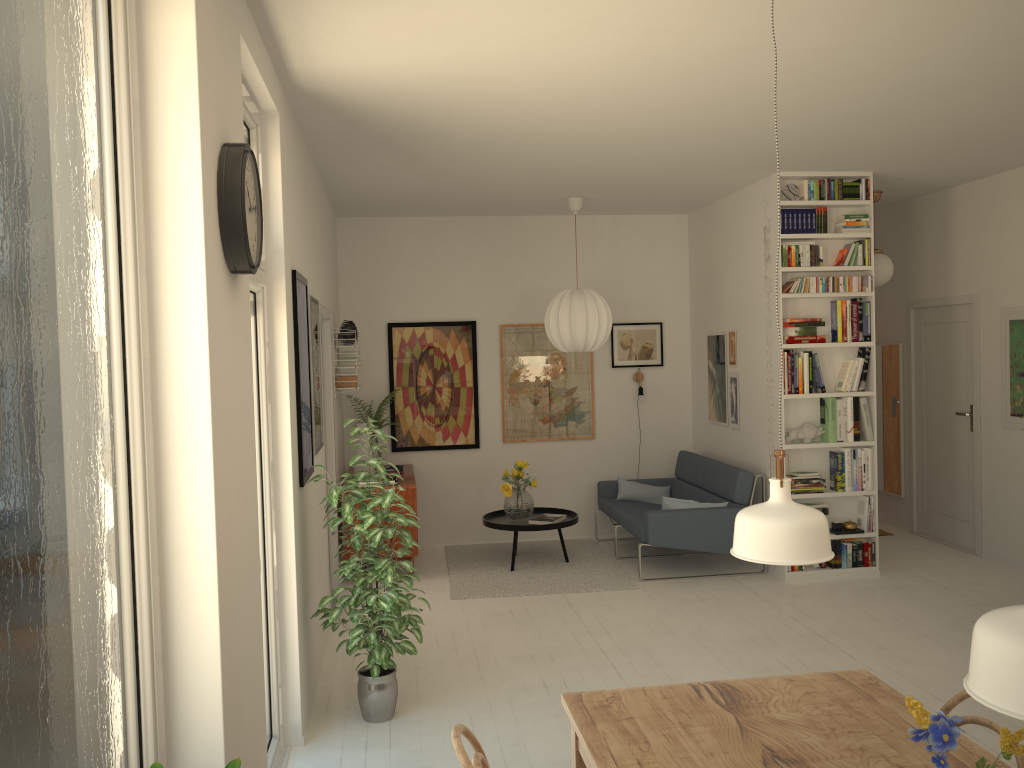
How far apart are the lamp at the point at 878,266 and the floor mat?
3.1 meters

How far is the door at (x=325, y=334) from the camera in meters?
6.4 m

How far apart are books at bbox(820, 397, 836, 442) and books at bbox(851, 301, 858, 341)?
0.5 meters

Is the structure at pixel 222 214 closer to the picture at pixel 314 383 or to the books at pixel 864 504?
the picture at pixel 314 383

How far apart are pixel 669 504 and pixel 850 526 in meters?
1.3

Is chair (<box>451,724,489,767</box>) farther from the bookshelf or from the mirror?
the mirror

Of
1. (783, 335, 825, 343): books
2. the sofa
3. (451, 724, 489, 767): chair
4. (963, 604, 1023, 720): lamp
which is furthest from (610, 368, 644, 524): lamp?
(963, 604, 1023, 720): lamp

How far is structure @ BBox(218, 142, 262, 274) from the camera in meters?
2.4 m

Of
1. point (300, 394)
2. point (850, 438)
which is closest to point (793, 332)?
point (850, 438)

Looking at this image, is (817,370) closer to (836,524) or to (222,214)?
(836,524)
